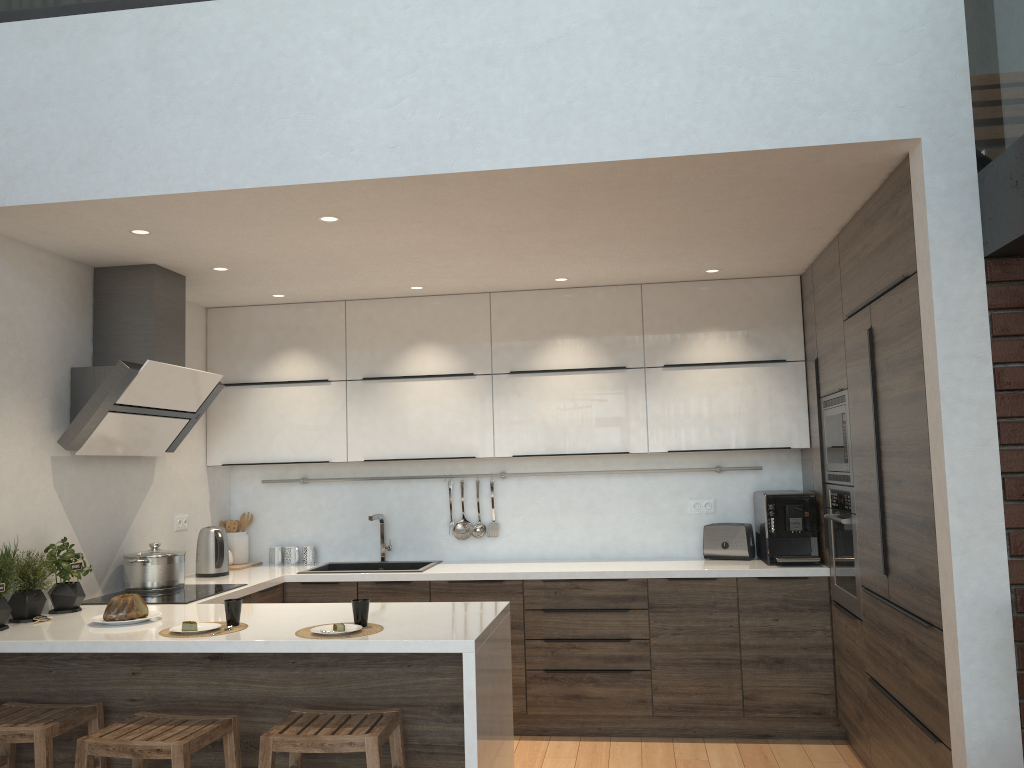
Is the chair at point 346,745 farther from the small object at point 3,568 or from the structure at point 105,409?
the structure at point 105,409

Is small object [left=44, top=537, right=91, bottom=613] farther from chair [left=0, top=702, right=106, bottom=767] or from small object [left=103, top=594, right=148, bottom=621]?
chair [left=0, top=702, right=106, bottom=767]

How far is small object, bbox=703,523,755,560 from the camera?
4.9m

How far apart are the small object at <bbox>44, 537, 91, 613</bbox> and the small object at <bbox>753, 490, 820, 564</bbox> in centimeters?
326cm

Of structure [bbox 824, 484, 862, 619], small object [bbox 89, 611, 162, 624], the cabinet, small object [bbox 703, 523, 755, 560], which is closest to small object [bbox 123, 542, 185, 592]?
the cabinet

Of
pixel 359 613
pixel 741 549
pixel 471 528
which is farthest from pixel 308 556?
pixel 741 549

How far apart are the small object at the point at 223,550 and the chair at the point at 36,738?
1.6 meters

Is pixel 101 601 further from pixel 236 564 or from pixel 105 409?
pixel 236 564

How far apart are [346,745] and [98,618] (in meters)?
1.32

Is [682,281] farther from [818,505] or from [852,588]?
[852,588]
